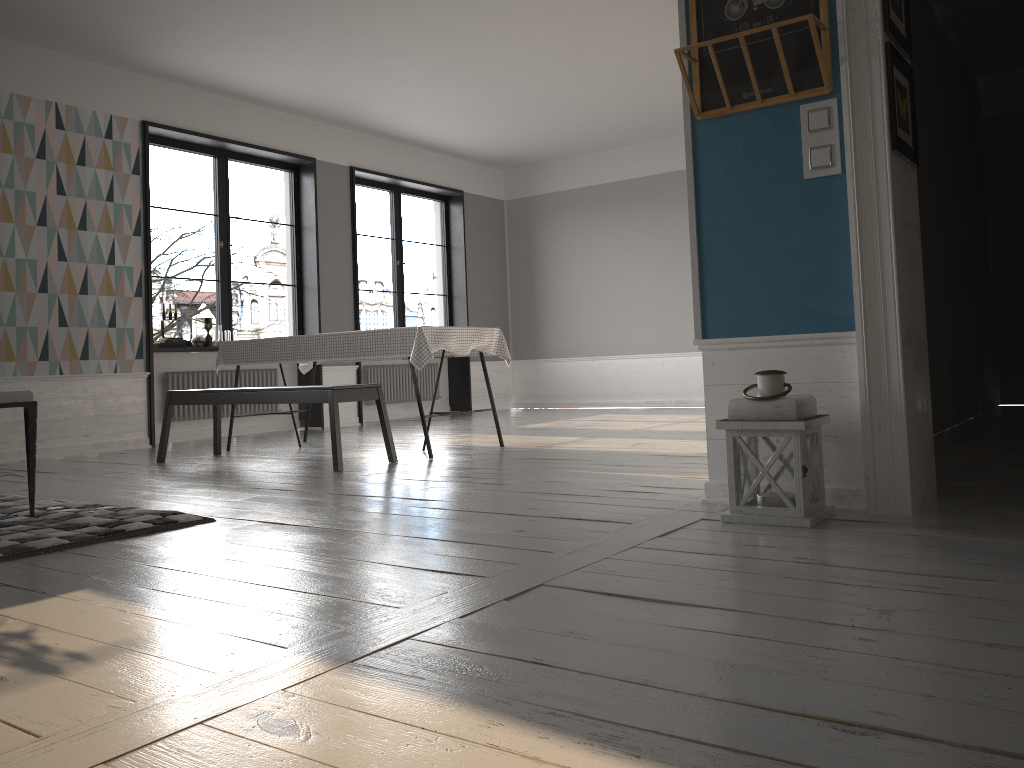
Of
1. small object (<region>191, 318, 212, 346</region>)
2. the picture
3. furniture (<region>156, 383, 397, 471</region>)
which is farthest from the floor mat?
small object (<region>191, 318, 212, 346</region>)

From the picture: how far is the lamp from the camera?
2.74m

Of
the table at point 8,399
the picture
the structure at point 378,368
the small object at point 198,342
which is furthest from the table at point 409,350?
the picture

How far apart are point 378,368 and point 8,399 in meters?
6.1 m

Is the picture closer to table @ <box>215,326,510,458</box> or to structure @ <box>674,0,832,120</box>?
structure @ <box>674,0,832,120</box>

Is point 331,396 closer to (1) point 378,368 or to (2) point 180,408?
(2) point 180,408

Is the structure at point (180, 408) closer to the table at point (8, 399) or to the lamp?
the table at point (8, 399)

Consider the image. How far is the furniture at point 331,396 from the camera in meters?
4.8

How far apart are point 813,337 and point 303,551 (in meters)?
1.81

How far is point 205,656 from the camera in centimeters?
171cm
